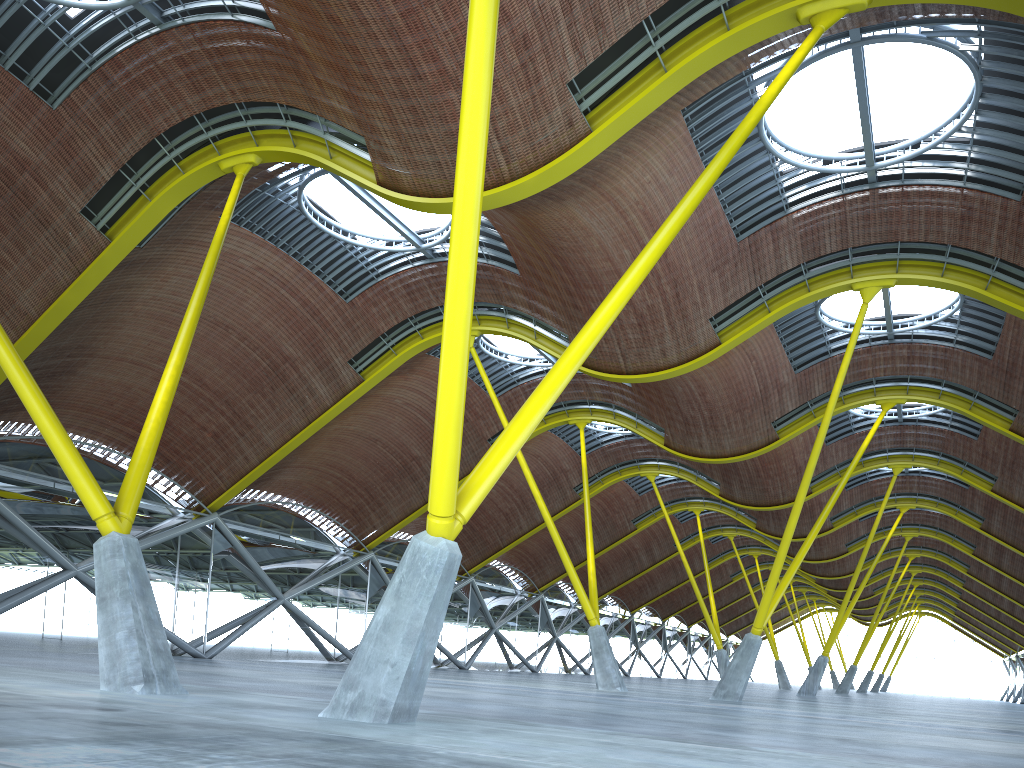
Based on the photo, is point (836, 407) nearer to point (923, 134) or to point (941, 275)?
point (941, 275)

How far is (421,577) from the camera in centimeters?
1096cm
